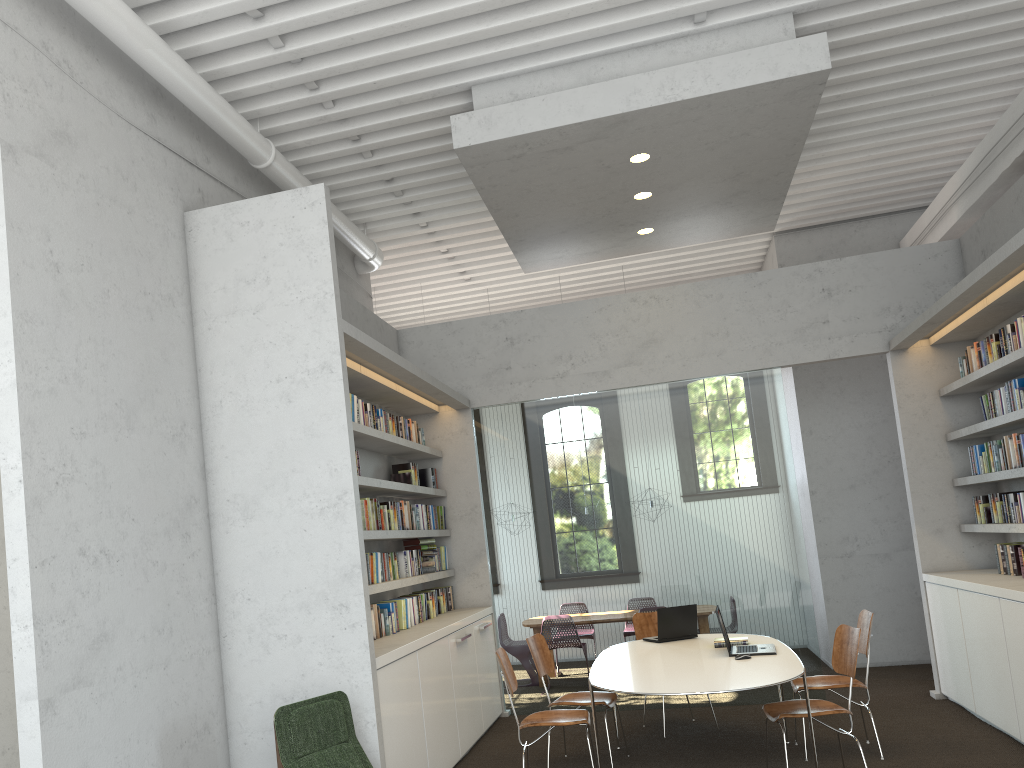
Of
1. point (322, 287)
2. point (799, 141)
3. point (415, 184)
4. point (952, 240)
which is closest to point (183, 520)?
point (322, 287)
